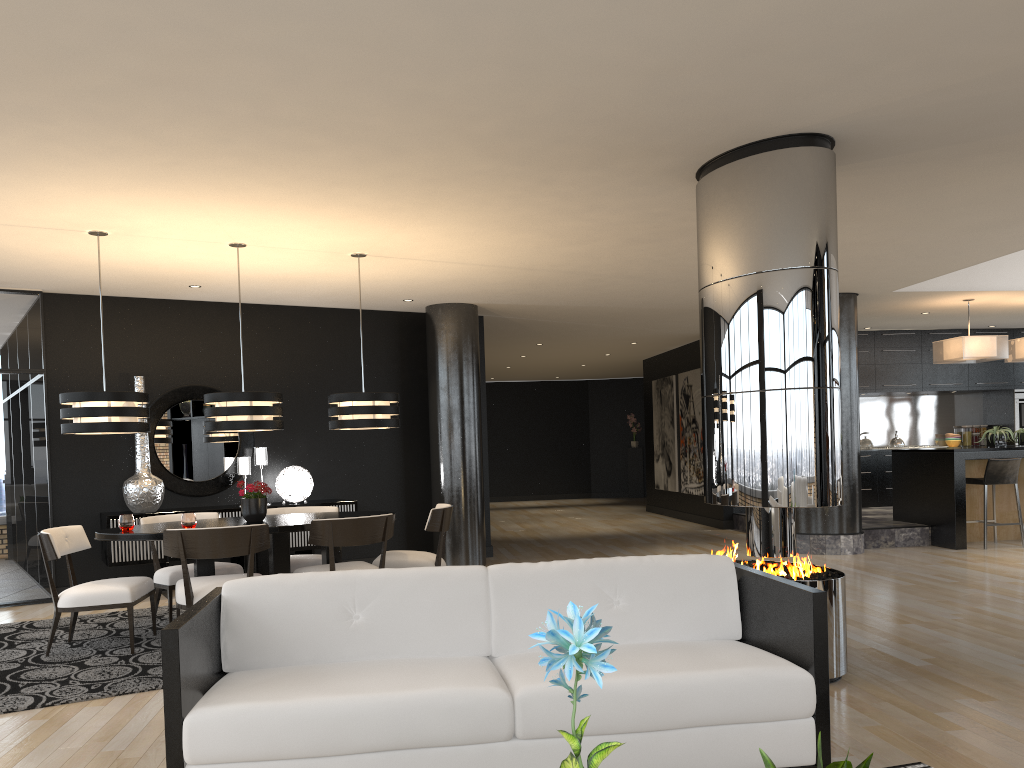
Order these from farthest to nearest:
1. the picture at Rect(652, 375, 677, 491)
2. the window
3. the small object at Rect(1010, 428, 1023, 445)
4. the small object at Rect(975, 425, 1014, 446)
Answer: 1. the picture at Rect(652, 375, 677, 491)
2. the small object at Rect(1010, 428, 1023, 445)
3. the small object at Rect(975, 425, 1014, 446)
4. the window

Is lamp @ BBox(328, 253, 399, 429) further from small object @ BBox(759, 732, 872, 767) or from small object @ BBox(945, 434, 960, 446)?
small object @ BBox(945, 434, 960, 446)

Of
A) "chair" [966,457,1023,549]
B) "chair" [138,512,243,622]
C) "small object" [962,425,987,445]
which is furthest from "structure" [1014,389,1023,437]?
"chair" [138,512,243,622]

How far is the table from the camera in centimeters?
559cm

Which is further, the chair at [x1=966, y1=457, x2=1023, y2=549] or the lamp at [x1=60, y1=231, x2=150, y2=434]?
the chair at [x1=966, y1=457, x2=1023, y2=549]

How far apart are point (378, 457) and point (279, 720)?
6.9 meters

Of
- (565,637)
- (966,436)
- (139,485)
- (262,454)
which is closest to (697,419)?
(966,436)

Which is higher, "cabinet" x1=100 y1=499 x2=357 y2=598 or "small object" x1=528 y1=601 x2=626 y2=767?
"small object" x1=528 y1=601 x2=626 y2=767

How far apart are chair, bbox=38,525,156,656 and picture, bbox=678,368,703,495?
8.7 meters

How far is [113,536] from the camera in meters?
5.6
